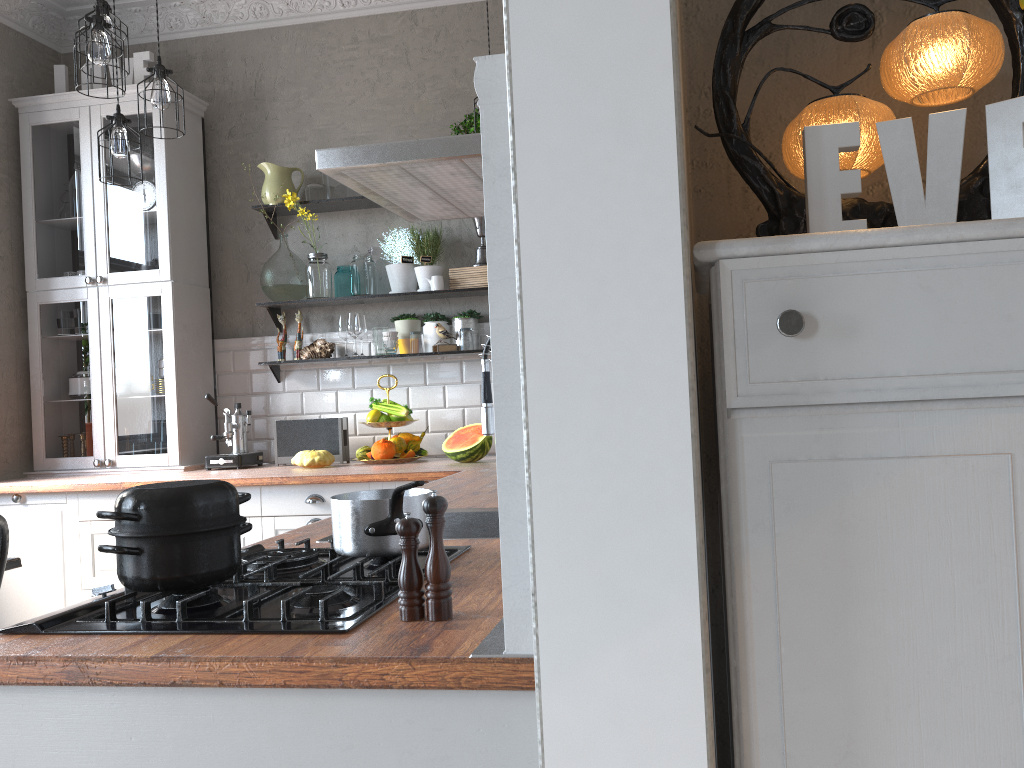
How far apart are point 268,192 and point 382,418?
1.3 meters

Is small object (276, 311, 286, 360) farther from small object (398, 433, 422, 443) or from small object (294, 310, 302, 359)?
small object (398, 433, 422, 443)

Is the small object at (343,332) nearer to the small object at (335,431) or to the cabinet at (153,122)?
the small object at (335,431)

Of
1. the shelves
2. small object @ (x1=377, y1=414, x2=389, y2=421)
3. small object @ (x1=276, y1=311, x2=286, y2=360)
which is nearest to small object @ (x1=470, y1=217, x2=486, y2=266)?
the shelves

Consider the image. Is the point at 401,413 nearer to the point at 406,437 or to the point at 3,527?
the point at 406,437

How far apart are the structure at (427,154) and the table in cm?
155

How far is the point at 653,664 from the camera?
0.9m

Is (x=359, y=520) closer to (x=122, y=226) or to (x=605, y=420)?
A: (x=605, y=420)

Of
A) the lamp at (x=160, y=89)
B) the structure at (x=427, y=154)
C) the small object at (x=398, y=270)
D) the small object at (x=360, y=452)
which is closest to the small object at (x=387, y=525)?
the structure at (x=427, y=154)

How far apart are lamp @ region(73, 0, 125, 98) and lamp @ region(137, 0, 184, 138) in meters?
0.2 m
